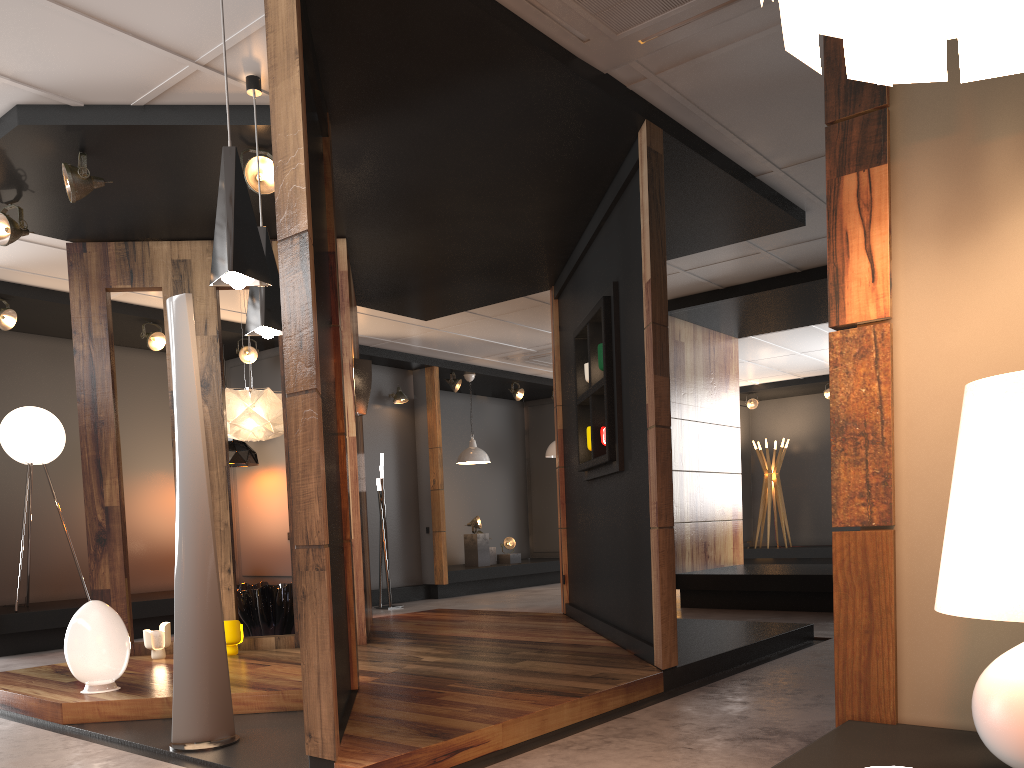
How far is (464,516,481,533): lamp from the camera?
11.87m

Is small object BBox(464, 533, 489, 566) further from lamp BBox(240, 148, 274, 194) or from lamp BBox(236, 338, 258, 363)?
lamp BBox(240, 148, 274, 194)

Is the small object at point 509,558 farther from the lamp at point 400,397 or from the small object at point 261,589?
the small object at point 261,589

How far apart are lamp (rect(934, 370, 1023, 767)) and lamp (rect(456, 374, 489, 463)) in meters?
9.8 m

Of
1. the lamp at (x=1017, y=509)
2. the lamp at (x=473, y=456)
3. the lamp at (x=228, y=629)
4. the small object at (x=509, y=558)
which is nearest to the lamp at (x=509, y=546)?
the small object at (x=509, y=558)

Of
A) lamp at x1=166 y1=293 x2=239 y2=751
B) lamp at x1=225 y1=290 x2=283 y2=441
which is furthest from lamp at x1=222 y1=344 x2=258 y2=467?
lamp at x1=166 y1=293 x2=239 y2=751

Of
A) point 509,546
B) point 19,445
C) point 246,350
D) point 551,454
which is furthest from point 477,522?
point 19,445

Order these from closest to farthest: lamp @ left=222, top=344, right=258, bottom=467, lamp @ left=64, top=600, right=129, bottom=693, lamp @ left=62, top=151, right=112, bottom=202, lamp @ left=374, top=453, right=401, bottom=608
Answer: lamp @ left=64, top=600, right=129, bottom=693 → lamp @ left=62, top=151, right=112, bottom=202 → lamp @ left=222, top=344, right=258, bottom=467 → lamp @ left=374, top=453, right=401, bottom=608

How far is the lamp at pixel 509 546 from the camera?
12.4m

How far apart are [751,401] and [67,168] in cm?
1172
